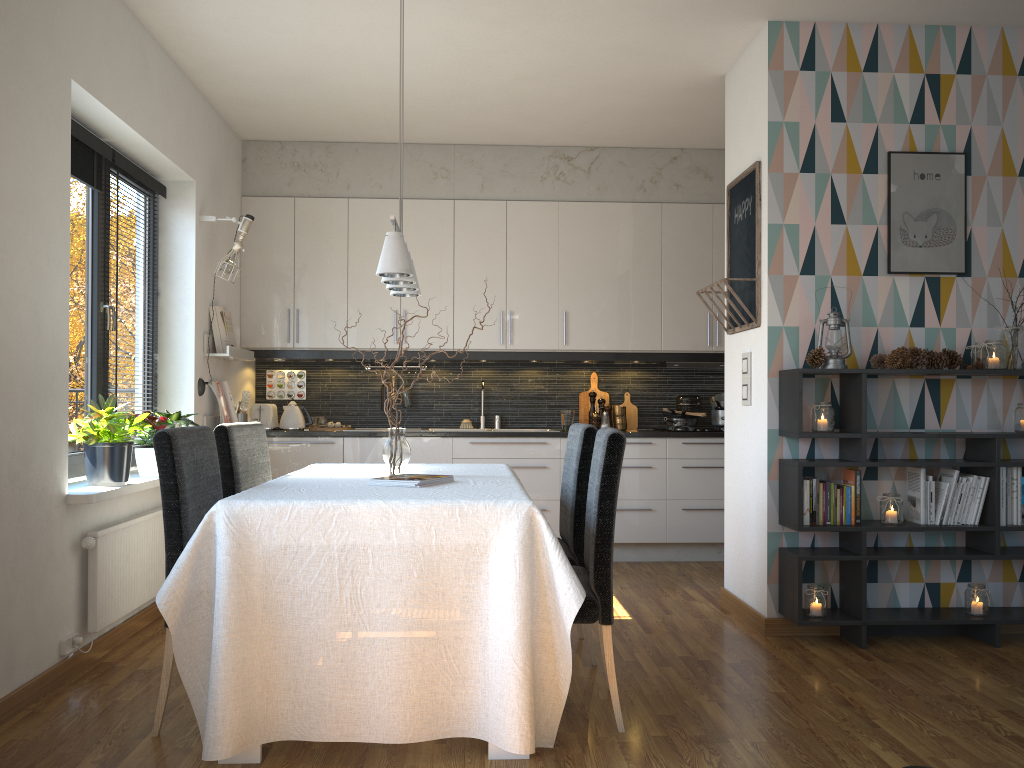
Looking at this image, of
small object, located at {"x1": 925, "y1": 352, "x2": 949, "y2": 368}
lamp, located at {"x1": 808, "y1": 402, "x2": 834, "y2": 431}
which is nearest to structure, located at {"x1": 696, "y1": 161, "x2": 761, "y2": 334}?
lamp, located at {"x1": 808, "y1": 402, "x2": 834, "y2": 431}

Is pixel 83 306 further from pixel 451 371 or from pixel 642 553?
pixel 642 553

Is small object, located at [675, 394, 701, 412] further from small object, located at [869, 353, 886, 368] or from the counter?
small object, located at [869, 353, 886, 368]

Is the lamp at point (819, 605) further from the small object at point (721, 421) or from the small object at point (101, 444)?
the small object at point (101, 444)

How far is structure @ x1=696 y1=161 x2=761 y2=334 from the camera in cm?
413

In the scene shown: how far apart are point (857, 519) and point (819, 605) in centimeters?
41cm

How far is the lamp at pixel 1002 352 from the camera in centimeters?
383cm

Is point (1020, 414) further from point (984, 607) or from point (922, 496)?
point (984, 607)

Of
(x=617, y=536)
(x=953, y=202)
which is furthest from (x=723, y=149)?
(x=617, y=536)

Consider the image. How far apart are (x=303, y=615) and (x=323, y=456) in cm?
324
